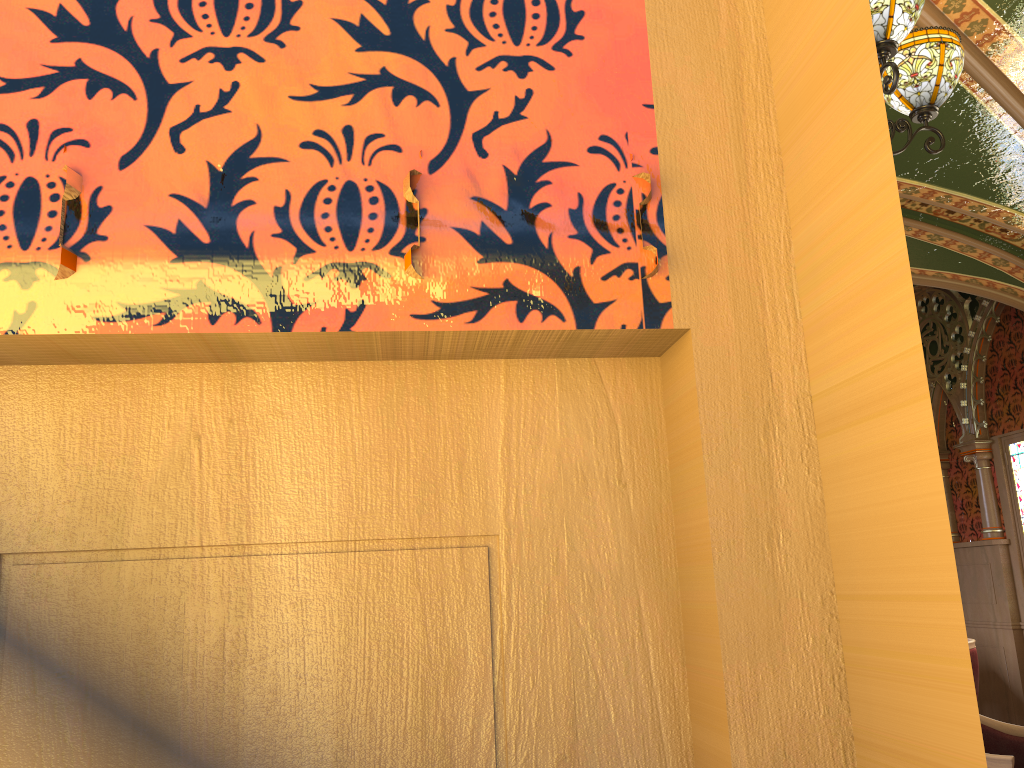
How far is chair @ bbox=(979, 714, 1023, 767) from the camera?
2.76m

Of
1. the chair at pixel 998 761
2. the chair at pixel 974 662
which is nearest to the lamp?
the chair at pixel 998 761

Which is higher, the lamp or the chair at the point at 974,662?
the lamp

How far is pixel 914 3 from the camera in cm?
253

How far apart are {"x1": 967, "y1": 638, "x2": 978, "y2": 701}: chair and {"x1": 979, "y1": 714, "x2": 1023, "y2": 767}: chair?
2.3 meters

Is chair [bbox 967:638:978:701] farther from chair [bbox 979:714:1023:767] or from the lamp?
the lamp

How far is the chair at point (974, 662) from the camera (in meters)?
5.37

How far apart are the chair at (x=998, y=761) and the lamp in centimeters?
195cm

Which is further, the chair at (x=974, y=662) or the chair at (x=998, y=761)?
the chair at (x=974, y=662)

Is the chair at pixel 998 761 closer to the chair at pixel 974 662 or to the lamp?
the lamp
